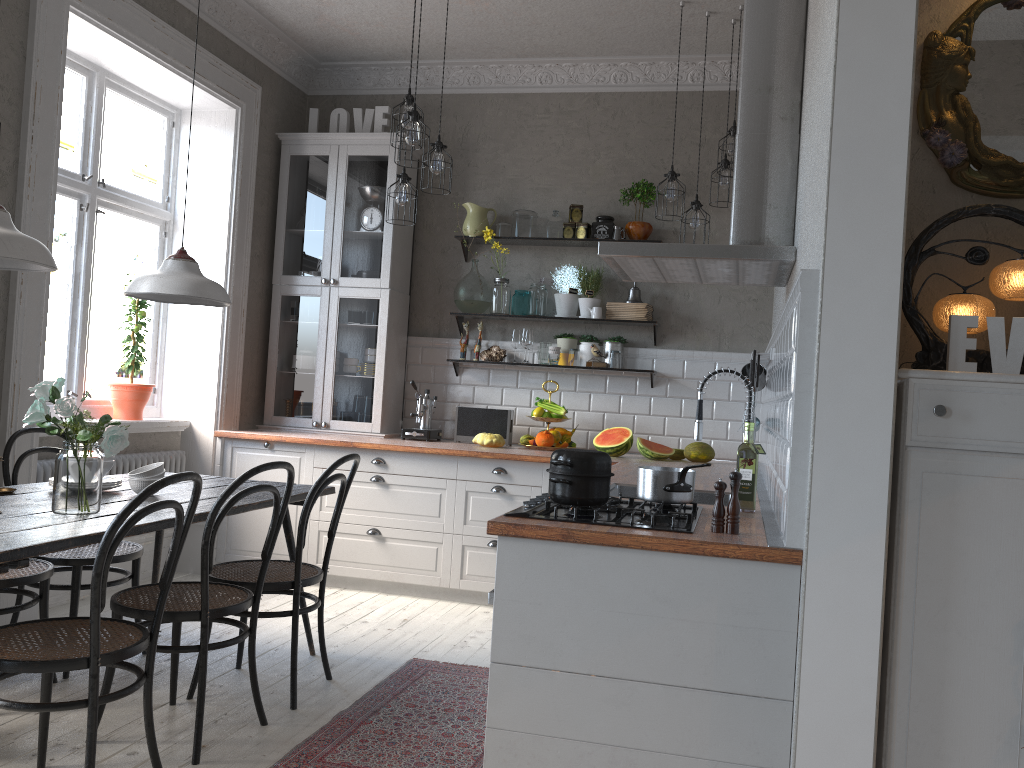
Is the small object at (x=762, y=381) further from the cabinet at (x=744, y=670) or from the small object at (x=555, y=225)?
the small object at (x=555, y=225)

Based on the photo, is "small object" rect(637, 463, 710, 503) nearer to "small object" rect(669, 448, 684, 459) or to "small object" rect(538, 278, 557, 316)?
"small object" rect(669, 448, 684, 459)

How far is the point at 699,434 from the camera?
3.1m

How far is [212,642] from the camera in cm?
396

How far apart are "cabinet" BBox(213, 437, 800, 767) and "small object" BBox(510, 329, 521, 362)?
1.0m

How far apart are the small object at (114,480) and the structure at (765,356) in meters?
2.7 m

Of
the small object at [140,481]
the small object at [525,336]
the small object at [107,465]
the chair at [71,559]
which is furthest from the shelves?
the small object at [107,465]

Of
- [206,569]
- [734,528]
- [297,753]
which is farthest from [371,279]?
[734,528]

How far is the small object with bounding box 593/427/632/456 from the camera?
5.0m

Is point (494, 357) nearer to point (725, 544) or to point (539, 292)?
point (539, 292)
